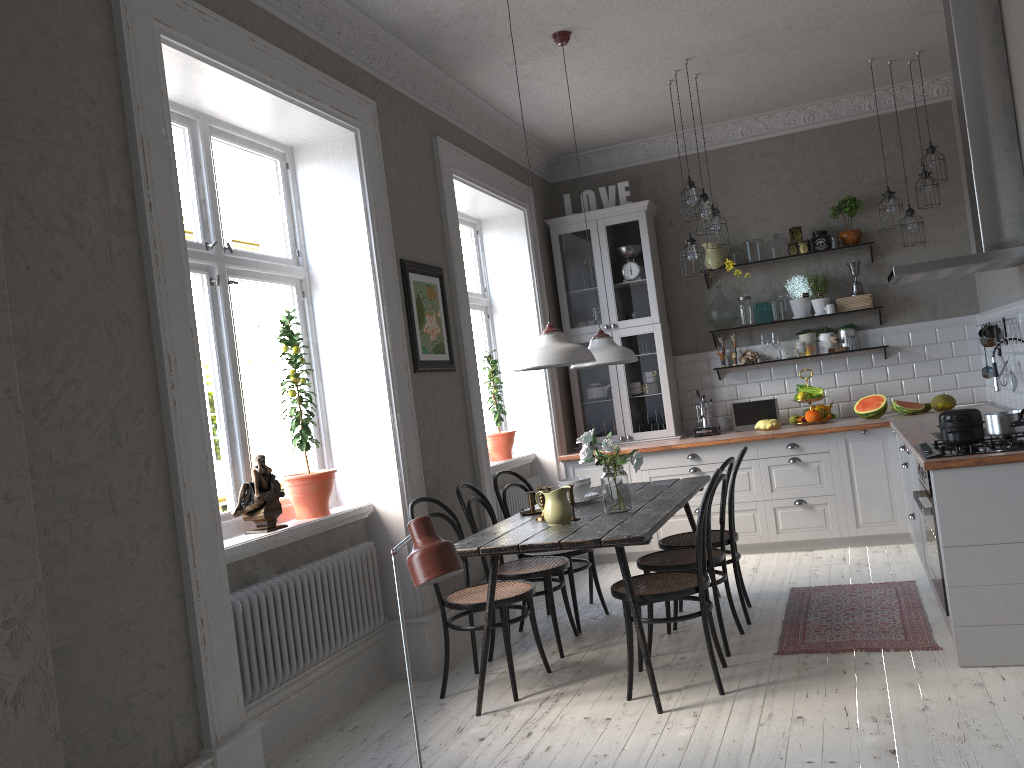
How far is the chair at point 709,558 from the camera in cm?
418

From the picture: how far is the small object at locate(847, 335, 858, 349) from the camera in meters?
6.6

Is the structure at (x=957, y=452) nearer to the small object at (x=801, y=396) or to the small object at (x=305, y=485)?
the small object at (x=801, y=396)

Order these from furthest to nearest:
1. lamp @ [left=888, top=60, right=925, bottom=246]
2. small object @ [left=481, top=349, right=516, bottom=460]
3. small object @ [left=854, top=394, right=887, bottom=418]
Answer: small object @ [left=481, top=349, right=516, bottom=460], small object @ [left=854, top=394, right=887, bottom=418], lamp @ [left=888, top=60, right=925, bottom=246]

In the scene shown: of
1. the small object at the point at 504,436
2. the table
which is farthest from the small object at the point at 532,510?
the small object at the point at 504,436

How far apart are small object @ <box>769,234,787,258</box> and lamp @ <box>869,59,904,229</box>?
1.10m

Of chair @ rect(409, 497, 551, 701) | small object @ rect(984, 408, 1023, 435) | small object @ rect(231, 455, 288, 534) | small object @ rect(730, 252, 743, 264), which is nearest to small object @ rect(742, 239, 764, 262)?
small object @ rect(730, 252, 743, 264)

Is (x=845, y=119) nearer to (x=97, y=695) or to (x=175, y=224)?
(x=175, y=224)

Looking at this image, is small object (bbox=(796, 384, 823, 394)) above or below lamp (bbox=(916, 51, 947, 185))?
below

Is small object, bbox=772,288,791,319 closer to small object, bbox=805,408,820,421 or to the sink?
small object, bbox=805,408,820,421
